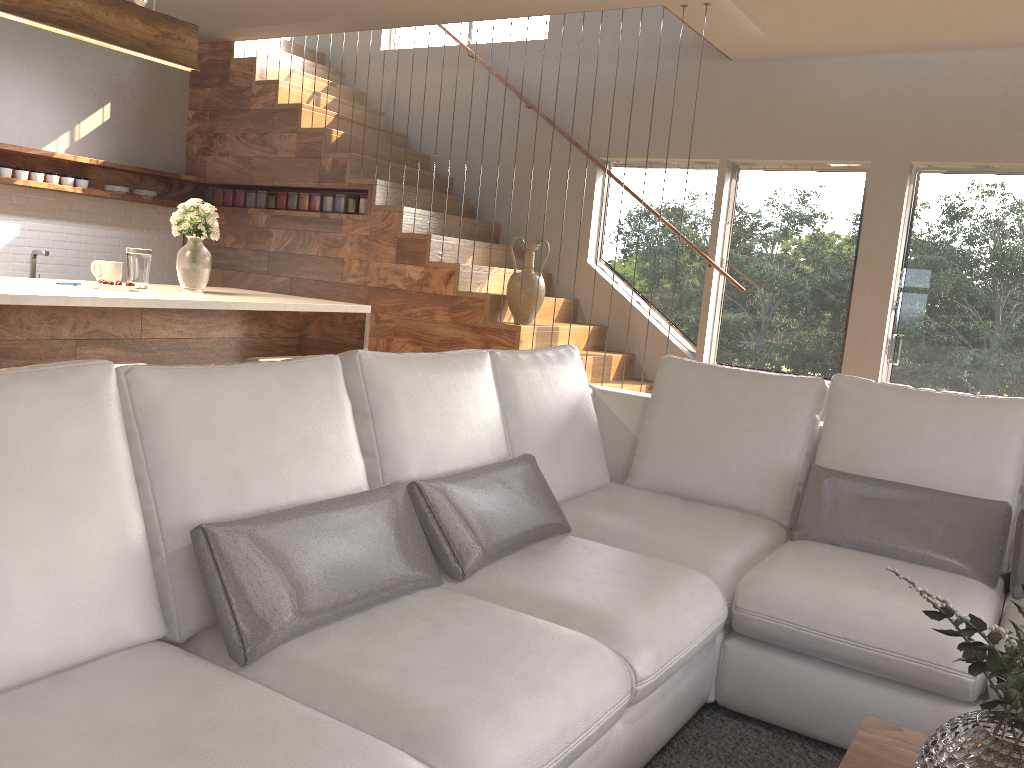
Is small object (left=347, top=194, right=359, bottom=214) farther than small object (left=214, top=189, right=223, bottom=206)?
No

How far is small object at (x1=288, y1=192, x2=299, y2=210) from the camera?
6.71m

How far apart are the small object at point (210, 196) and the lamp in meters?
3.1 m

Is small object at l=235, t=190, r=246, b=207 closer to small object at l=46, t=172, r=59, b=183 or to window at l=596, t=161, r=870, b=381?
small object at l=46, t=172, r=59, b=183

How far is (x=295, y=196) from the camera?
6.7 meters

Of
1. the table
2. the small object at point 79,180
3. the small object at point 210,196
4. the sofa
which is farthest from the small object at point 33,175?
the table

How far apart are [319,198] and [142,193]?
1.40m

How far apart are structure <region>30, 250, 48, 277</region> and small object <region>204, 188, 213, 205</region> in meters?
1.5

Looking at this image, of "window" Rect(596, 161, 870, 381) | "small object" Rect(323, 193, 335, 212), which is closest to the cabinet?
"small object" Rect(323, 193, 335, 212)

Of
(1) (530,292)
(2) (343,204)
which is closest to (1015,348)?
(1) (530,292)
